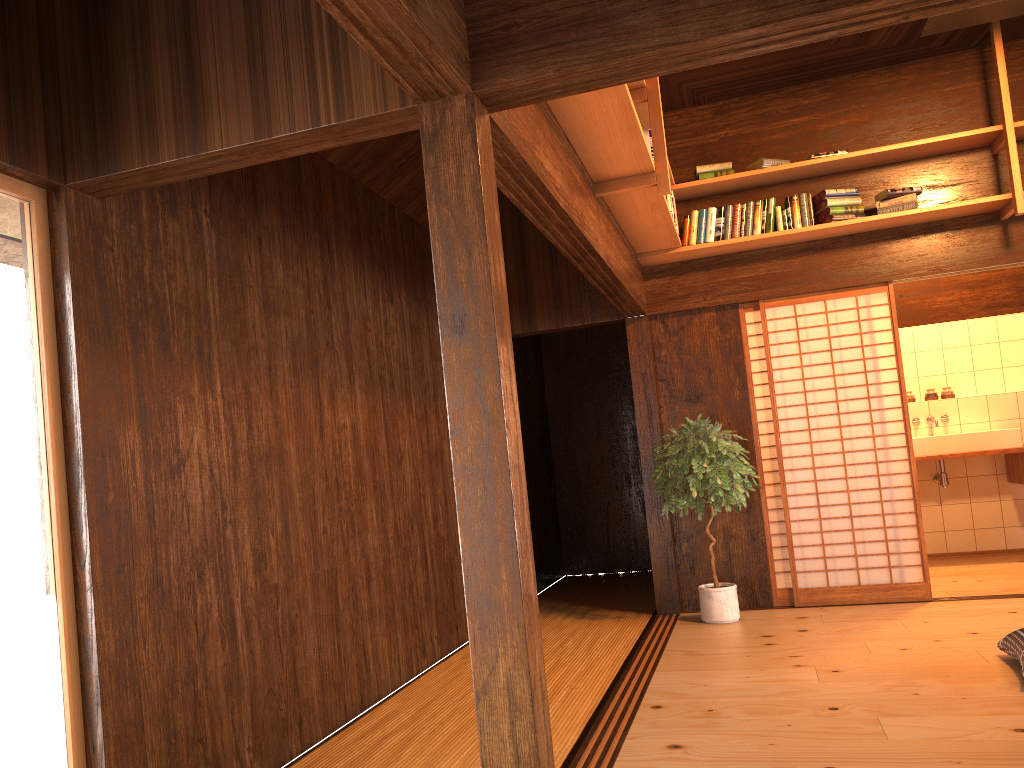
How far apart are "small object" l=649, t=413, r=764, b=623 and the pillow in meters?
1.7 m

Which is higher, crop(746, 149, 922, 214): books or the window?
crop(746, 149, 922, 214): books

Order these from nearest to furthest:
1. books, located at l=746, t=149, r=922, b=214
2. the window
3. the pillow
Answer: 1. the window
2. the pillow
3. books, located at l=746, t=149, r=922, b=214

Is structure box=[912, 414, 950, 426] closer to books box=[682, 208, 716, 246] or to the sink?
the sink

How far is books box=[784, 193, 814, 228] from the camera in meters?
5.6 m

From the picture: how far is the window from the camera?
2.34m

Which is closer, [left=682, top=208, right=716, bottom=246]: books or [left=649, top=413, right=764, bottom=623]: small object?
[left=649, top=413, right=764, bottom=623]: small object

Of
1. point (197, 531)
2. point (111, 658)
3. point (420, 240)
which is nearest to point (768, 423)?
point (420, 240)

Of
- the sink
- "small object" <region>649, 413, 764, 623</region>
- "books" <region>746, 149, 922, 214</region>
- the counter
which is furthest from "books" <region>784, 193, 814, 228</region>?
the counter

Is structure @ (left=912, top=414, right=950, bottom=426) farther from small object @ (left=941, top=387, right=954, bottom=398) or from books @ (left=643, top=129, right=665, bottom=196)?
books @ (left=643, top=129, right=665, bottom=196)
